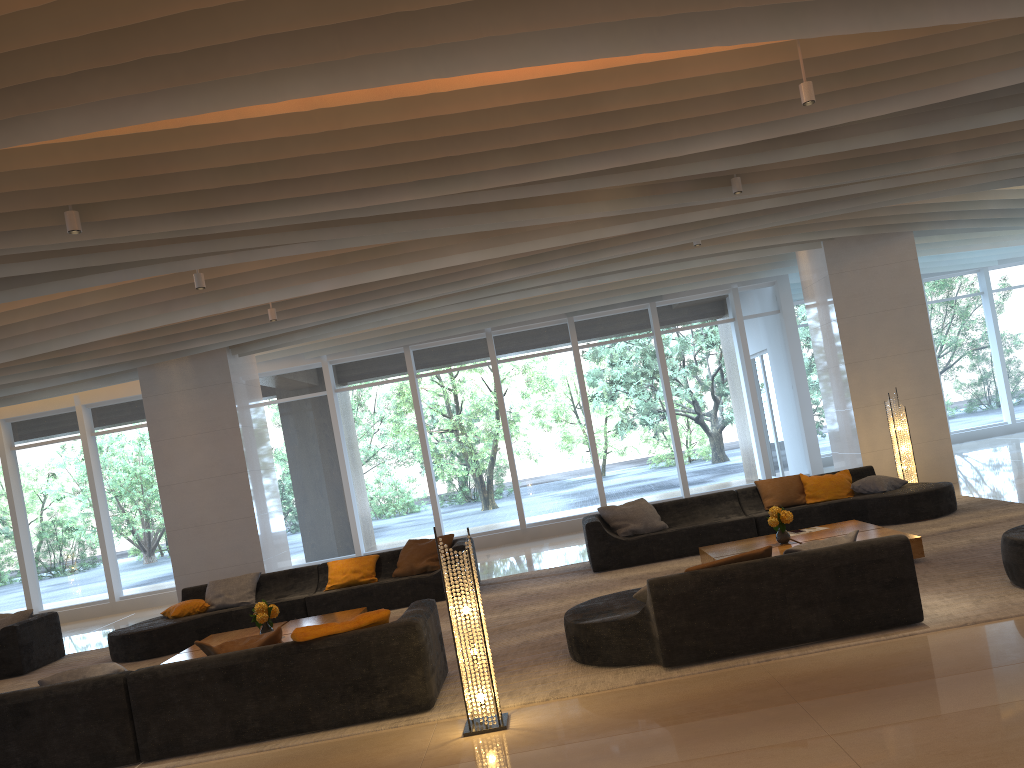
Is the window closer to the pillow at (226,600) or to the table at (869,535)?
the pillow at (226,600)

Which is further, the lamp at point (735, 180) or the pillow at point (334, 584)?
the pillow at point (334, 584)

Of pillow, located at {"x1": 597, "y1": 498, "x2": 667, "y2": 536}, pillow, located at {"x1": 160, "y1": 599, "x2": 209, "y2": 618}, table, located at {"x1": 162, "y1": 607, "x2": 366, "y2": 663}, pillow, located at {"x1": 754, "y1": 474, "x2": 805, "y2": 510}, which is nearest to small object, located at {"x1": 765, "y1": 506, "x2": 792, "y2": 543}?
pillow, located at {"x1": 754, "y1": 474, "x2": 805, "y2": 510}

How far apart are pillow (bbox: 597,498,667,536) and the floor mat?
0.5 meters

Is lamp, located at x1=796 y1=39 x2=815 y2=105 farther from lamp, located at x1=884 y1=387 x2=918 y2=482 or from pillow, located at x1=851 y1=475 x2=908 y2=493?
lamp, located at x1=884 y1=387 x2=918 y2=482

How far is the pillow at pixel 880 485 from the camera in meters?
10.0

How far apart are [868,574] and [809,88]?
3.24m

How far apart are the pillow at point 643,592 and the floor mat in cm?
48

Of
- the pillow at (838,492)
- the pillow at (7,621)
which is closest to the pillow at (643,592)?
the pillow at (838,492)

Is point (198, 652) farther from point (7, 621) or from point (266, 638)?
point (7, 621)
